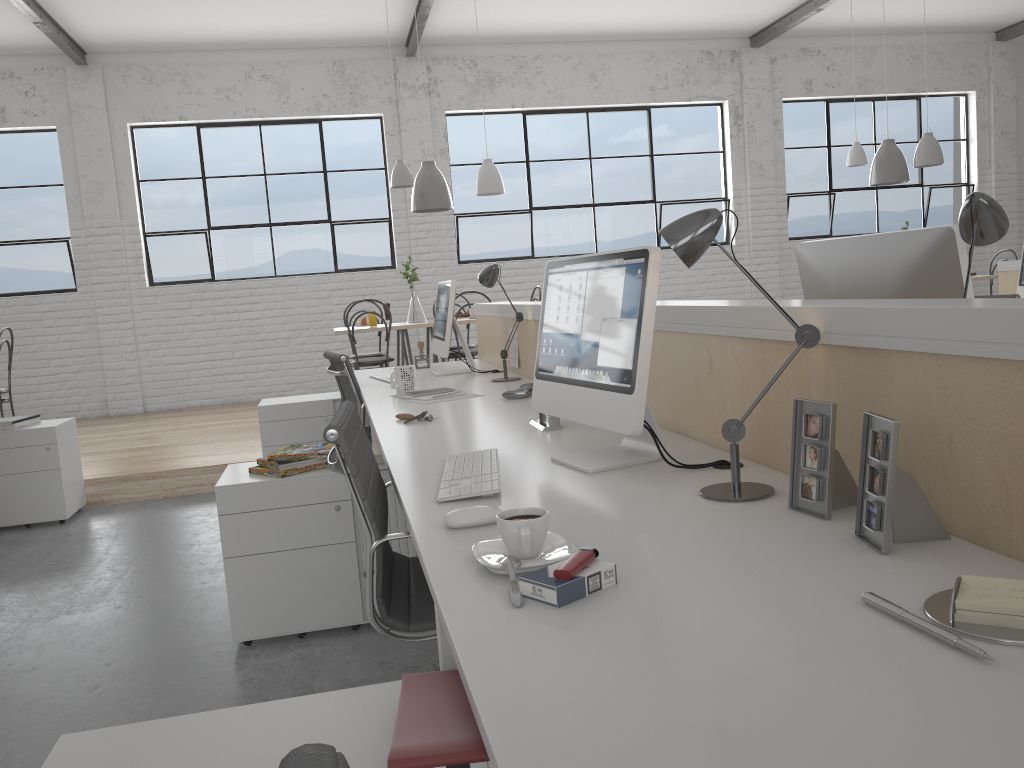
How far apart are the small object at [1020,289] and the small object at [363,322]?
3.6m

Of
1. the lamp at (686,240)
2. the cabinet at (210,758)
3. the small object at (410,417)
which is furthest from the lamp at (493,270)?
the cabinet at (210,758)

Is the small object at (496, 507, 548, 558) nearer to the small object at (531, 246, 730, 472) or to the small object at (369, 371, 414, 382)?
the small object at (531, 246, 730, 472)

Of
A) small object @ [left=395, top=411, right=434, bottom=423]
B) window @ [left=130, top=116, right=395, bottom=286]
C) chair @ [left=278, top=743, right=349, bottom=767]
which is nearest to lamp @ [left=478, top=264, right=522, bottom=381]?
small object @ [left=395, top=411, right=434, bottom=423]

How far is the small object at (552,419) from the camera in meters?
2.0

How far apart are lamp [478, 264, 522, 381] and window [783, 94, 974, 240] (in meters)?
4.97

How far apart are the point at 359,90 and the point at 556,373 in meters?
5.5

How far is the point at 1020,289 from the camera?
4.3m

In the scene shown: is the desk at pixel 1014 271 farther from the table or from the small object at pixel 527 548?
the small object at pixel 527 548

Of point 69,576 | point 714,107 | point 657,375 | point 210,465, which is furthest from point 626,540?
point 714,107
